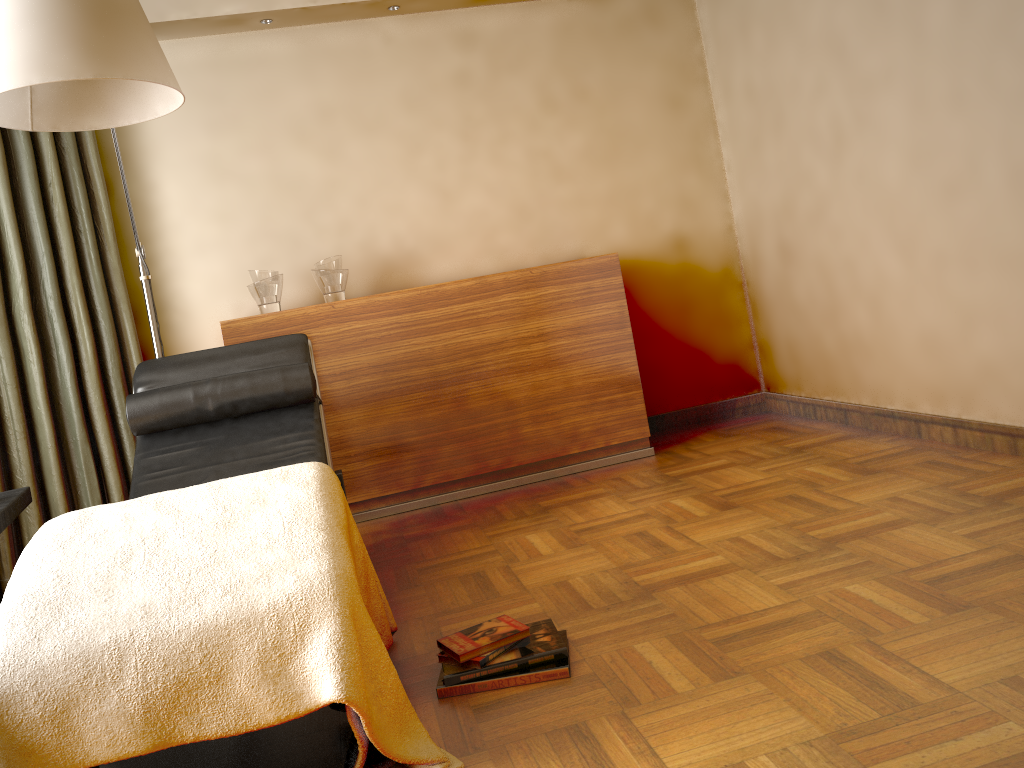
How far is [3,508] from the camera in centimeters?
207cm

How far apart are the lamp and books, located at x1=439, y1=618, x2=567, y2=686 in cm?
143

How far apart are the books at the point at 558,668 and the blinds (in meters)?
2.09

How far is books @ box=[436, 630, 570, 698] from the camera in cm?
188

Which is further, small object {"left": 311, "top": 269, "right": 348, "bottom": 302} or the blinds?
small object {"left": 311, "top": 269, "right": 348, "bottom": 302}

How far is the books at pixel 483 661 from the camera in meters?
1.9 m

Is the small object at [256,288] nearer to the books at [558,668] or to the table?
the table

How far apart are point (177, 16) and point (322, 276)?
1.2 meters

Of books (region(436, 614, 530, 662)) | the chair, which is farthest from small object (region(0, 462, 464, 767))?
the chair

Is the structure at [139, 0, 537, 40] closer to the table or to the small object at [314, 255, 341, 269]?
the small object at [314, 255, 341, 269]
